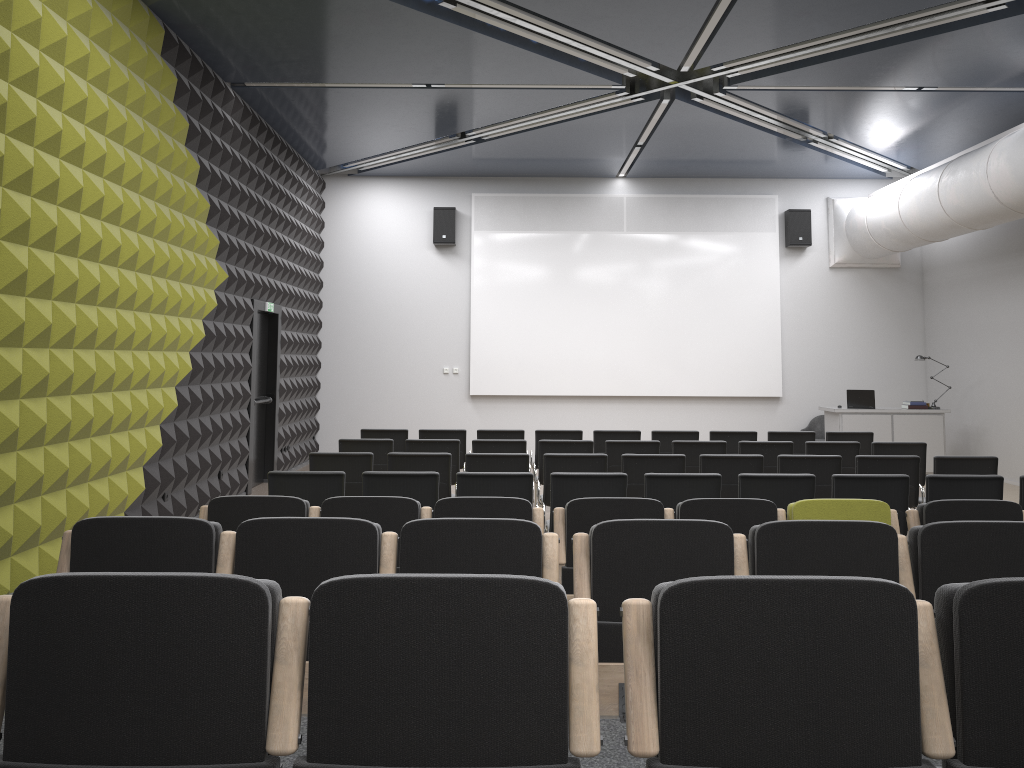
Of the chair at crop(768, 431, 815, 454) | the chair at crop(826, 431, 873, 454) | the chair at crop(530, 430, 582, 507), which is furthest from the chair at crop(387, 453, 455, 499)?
the chair at crop(826, 431, 873, 454)

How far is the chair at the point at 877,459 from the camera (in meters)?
7.66

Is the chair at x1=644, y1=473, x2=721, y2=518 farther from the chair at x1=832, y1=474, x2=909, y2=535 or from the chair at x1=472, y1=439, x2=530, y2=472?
the chair at x1=472, y1=439, x2=530, y2=472

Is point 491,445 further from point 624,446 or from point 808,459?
point 808,459

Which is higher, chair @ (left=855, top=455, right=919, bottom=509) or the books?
the books

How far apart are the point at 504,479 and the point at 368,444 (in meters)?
2.94

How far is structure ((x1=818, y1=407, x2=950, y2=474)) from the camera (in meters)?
13.13

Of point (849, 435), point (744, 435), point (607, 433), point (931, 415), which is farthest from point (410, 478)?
point (931, 415)

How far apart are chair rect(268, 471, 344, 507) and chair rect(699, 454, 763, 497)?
3.2m

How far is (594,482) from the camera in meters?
6.4
